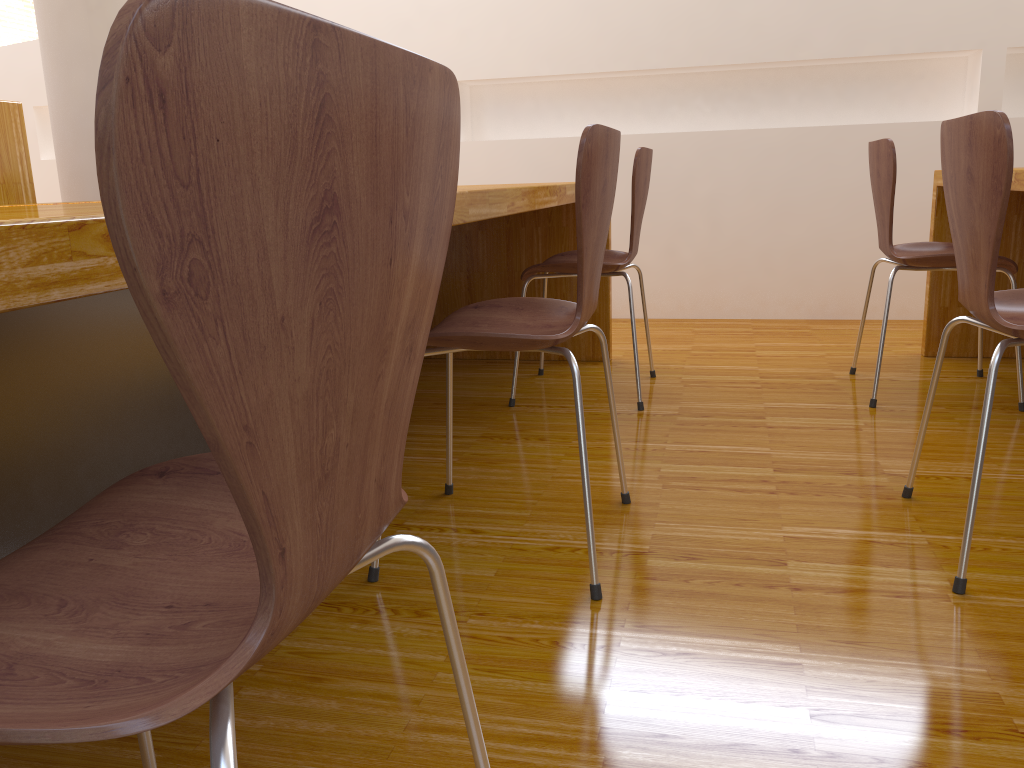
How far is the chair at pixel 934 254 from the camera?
2.3 meters

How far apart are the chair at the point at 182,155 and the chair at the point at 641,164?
1.71m

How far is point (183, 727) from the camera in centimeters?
105cm

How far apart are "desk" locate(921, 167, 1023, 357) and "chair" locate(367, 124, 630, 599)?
1.13m

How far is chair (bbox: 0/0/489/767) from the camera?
0.3 meters

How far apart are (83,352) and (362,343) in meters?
1.3 m

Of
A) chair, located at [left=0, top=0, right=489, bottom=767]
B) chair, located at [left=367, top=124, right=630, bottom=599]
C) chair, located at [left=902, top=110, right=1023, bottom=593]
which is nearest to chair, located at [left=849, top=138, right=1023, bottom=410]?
chair, located at [left=902, top=110, right=1023, bottom=593]

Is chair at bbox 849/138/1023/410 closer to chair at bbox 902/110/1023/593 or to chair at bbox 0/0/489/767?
chair at bbox 902/110/1023/593

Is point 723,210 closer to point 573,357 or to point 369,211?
point 573,357

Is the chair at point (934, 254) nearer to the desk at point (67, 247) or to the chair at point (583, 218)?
the desk at point (67, 247)
